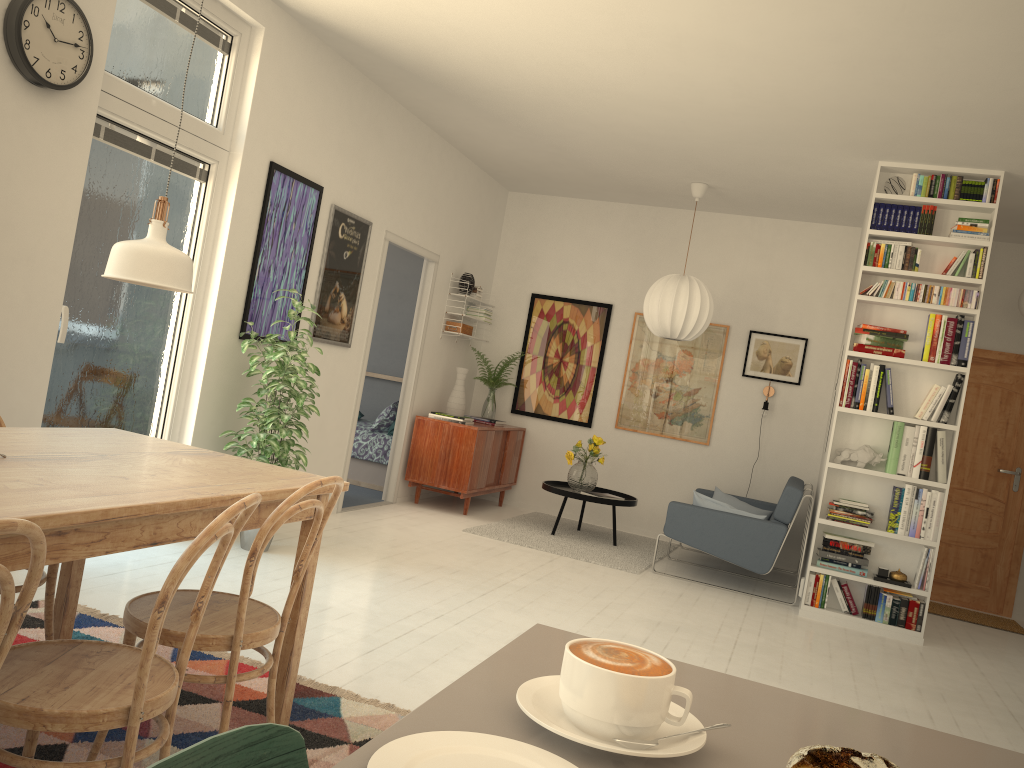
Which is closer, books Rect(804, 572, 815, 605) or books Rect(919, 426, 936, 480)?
books Rect(919, 426, 936, 480)

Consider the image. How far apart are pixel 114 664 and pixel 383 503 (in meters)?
5.15

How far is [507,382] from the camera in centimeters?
830cm

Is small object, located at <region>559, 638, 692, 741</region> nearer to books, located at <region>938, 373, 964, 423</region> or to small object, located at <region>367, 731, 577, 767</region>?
small object, located at <region>367, 731, 577, 767</region>

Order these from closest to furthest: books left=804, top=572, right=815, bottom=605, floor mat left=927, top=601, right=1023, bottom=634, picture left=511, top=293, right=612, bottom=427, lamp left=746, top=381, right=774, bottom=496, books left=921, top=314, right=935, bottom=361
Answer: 1. books left=921, top=314, right=935, bottom=361
2. books left=804, top=572, right=815, bottom=605
3. floor mat left=927, top=601, right=1023, bottom=634
4. lamp left=746, top=381, right=774, bottom=496
5. picture left=511, top=293, right=612, bottom=427

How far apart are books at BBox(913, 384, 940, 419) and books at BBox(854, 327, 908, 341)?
0.3m

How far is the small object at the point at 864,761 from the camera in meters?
0.5 m

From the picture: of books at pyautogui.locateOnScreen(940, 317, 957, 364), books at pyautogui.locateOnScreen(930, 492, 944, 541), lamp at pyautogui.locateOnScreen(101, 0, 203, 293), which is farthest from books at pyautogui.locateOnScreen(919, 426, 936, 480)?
lamp at pyautogui.locateOnScreen(101, 0, 203, 293)

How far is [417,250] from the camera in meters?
6.8

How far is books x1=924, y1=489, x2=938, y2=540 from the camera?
5.4m
